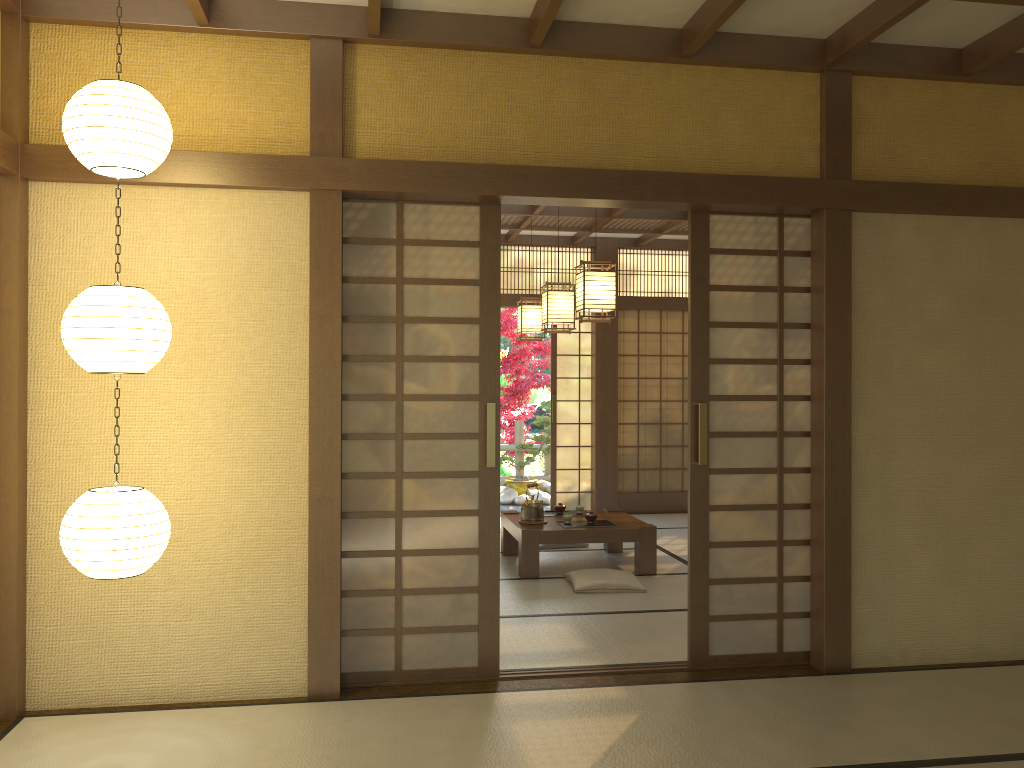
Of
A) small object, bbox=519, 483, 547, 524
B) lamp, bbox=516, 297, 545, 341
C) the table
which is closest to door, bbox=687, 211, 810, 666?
the table

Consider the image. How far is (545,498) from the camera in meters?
11.1 m

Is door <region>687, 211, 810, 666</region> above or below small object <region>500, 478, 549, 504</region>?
above

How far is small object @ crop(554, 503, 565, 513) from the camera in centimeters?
709cm

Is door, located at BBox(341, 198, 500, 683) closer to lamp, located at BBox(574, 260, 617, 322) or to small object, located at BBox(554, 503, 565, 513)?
lamp, located at BBox(574, 260, 617, 322)

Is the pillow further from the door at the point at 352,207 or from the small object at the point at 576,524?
the door at the point at 352,207

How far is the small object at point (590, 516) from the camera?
6.6 meters

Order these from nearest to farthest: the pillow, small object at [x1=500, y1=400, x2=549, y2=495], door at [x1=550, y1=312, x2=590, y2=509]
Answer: the pillow, door at [x1=550, y1=312, x2=590, y2=509], small object at [x1=500, y1=400, x2=549, y2=495]

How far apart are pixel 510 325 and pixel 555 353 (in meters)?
2.83

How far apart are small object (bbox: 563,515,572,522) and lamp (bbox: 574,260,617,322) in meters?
1.7 m
